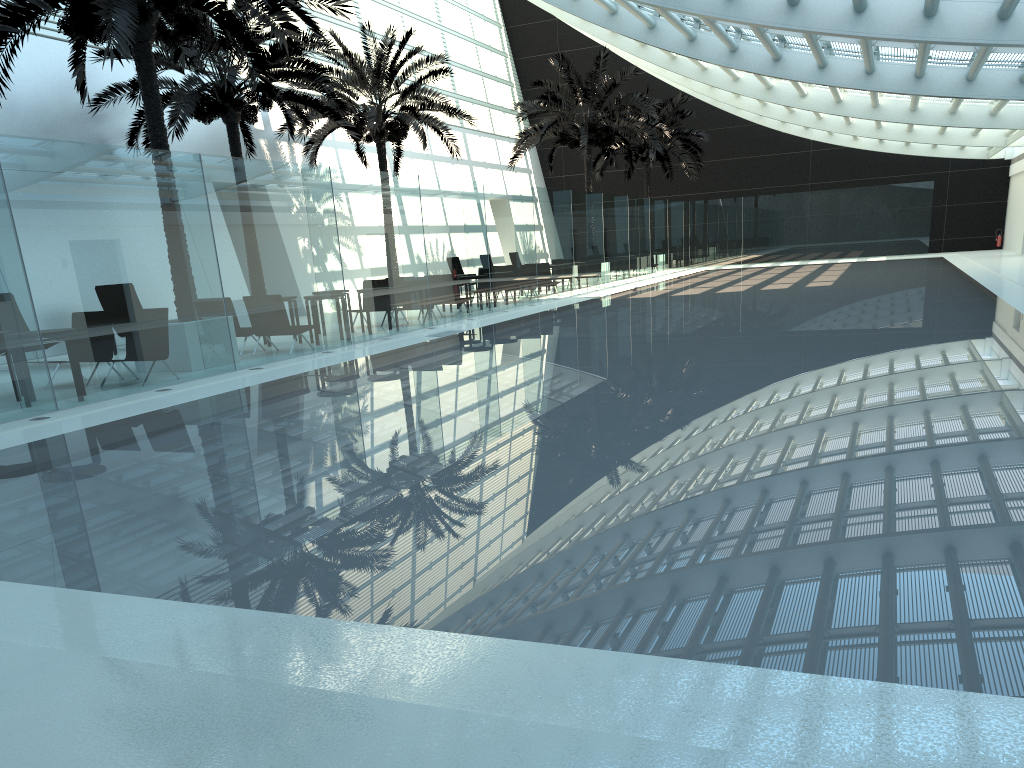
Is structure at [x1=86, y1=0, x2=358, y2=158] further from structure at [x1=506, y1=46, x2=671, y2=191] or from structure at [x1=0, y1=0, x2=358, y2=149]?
structure at [x1=506, y1=46, x2=671, y2=191]

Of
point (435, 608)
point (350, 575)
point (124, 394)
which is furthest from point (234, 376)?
point (435, 608)

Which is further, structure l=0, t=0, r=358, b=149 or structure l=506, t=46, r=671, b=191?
structure l=506, t=46, r=671, b=191

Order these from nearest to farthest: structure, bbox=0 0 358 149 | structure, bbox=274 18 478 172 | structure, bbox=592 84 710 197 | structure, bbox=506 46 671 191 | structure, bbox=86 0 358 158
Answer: structure, bbox=0 0 358 149 < structure, bbox=86 0 358 158 < structure, bbox=274 18 478 172 < structure, bbox=506 46 671 191 < structure, bbox=592 84 710 197

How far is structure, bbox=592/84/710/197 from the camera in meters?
34.7 m

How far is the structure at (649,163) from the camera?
34.7 meters

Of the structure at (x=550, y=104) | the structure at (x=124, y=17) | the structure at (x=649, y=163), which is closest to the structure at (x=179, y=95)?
the structure at (x=124, y=17)

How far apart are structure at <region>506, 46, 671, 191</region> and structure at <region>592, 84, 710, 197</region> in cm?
443

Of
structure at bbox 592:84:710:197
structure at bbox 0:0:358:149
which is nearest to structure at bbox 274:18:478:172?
structure at bbox 0:0:358:149

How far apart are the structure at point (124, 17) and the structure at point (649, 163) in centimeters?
2327cm
